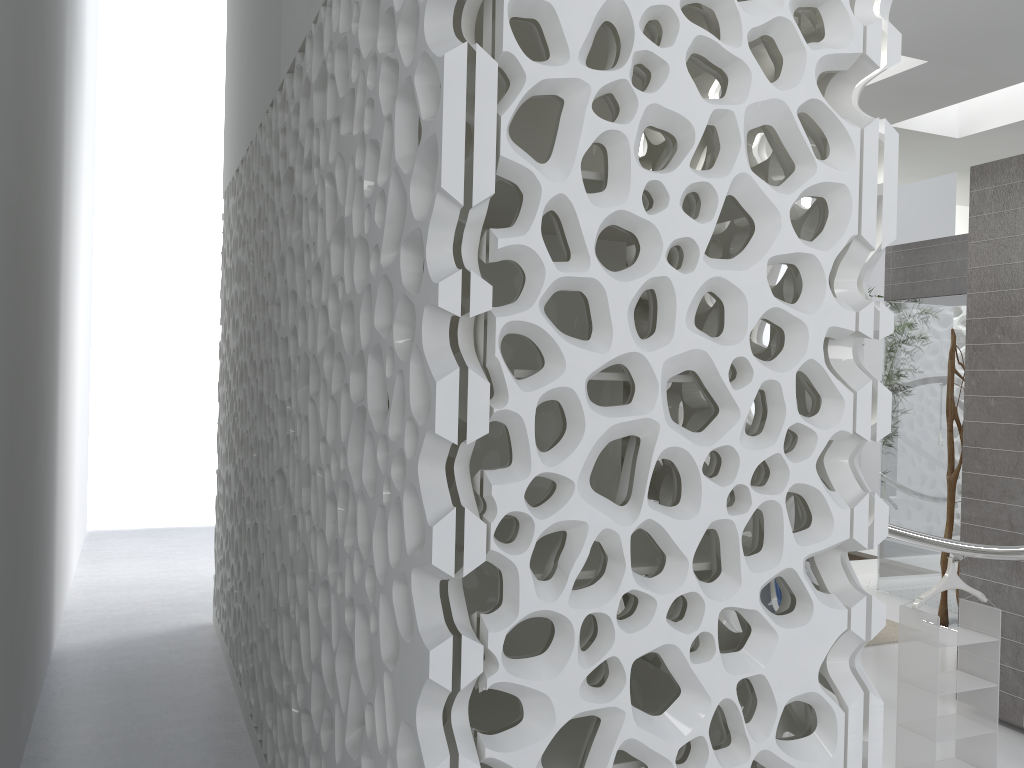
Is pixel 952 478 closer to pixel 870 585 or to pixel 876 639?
pixel 876 639

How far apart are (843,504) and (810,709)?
0.6 meters

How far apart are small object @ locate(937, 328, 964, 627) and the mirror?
1.4 meters

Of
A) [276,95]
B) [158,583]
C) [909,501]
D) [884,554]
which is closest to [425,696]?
[276,95]

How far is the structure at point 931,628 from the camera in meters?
3.6 m

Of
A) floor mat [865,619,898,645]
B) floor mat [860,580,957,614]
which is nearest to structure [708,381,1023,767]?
floor mat [865,619,898,645]

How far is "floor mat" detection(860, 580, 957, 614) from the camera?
7.53m

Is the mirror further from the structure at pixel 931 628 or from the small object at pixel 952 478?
the structure at pixel 931 628

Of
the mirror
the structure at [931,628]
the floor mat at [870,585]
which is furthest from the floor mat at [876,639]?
the mirror

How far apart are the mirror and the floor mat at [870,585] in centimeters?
274cm
